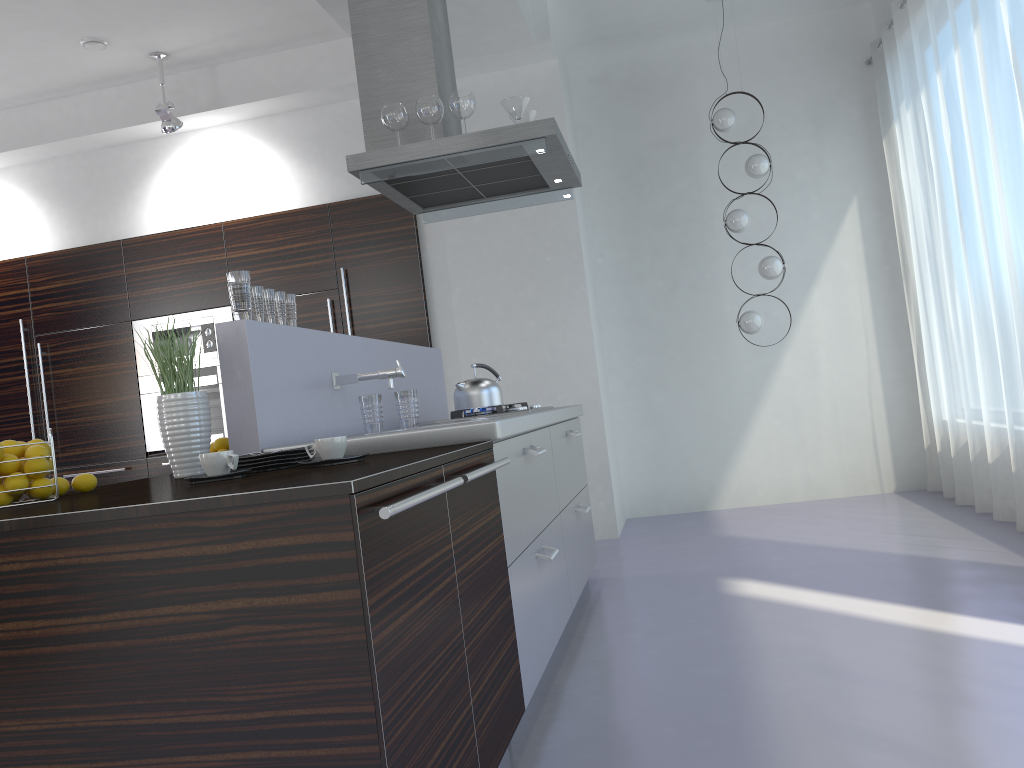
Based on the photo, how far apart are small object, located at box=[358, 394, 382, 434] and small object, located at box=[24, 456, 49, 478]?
0.9 meters

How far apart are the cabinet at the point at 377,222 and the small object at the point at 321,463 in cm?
380

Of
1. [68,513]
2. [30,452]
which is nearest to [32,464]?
[30,452]

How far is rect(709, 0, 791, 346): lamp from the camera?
5.8m

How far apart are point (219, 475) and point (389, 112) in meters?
2.3

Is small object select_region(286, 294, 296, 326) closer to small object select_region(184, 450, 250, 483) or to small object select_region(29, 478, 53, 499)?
small object select_region(184, 450, 250, 483)

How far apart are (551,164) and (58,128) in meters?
4.1

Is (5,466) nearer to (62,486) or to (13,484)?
(13,484)

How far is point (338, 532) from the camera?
1.4 meters

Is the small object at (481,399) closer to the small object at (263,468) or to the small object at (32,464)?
the small object at (263,468)
